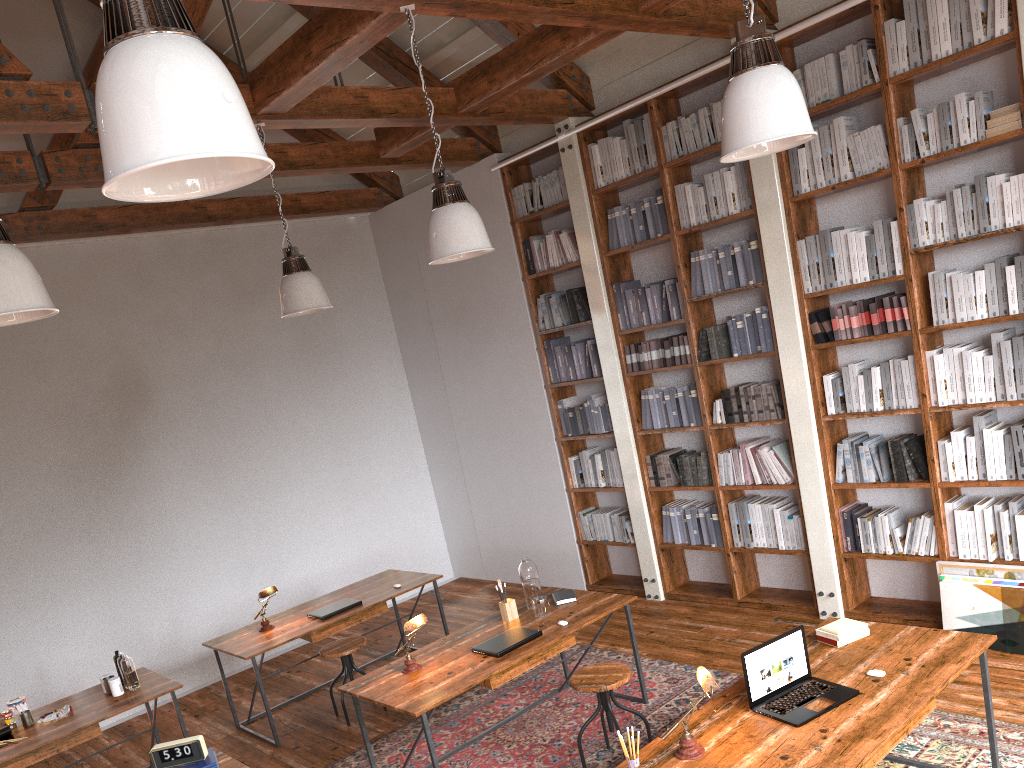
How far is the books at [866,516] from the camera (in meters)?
5.32

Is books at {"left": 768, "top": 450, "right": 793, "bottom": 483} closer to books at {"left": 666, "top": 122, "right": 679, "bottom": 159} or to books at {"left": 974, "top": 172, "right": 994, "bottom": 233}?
books at {"left": 974, "top": 172, "right": 994, "bottom": 233}

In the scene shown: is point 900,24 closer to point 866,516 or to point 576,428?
point 866,516

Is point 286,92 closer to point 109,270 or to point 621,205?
point 621,205

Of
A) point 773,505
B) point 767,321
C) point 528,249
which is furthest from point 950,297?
point 528,249

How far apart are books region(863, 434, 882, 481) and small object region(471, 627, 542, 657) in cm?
227

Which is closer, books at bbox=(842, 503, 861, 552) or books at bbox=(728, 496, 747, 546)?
books at bbox=(842, 503, 861, 552)

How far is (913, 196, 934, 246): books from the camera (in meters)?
4.77

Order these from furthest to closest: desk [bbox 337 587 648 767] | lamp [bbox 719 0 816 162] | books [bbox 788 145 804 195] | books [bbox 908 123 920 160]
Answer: books [bbox 788 145 804 195] → books [bbox 908 123 920 160] → desk [bbox 337 587 648 767] → lamp [bbox 719 0 816 162]

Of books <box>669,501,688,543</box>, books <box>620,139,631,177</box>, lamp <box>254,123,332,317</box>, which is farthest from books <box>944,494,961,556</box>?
lamp <box>254,123,332,317</box>
